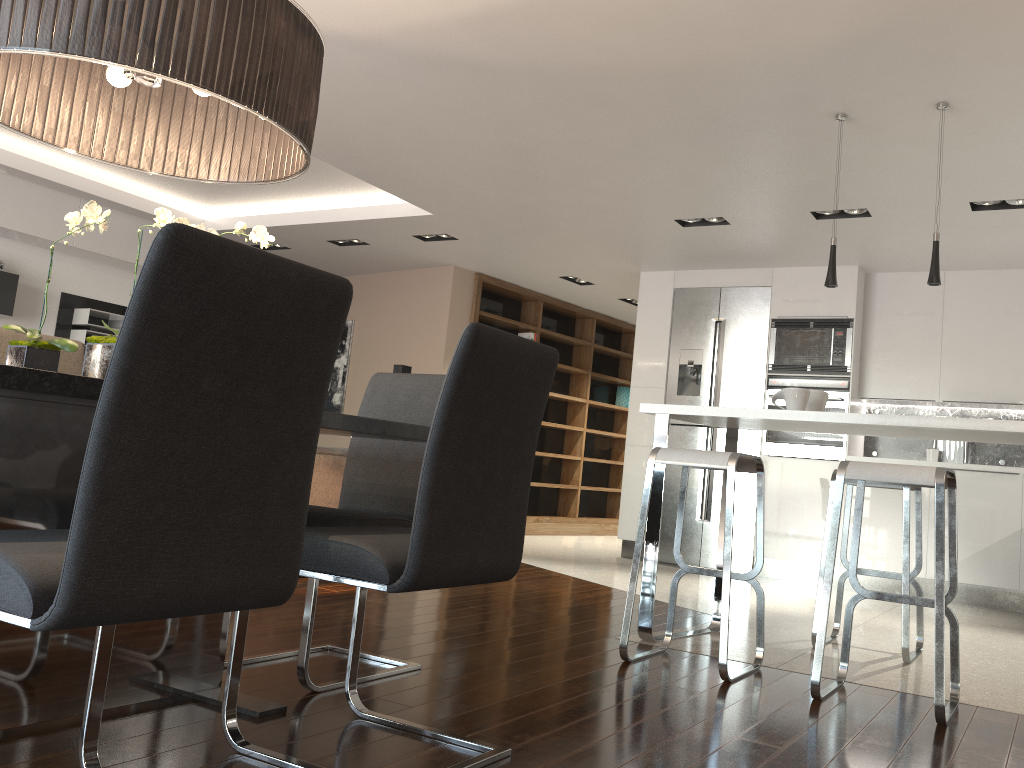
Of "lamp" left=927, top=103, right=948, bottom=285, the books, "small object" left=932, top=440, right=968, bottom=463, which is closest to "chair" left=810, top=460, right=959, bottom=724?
"lamp" left=927, top=103, right=948, bottom=285

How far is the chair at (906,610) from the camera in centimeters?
362cm

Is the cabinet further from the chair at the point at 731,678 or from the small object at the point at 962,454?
the small object at the point at 962,454

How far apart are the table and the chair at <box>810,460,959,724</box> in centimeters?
139cm

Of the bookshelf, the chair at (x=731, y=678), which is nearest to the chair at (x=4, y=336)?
the chair at (x=731, y=678)

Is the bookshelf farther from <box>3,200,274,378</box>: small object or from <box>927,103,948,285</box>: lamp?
<box>3,200,274,378</box>: small object

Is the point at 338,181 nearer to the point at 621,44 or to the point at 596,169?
the point at 596,169

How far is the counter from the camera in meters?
3.1 m

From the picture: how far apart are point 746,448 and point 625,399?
3.50m

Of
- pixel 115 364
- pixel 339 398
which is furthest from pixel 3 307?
pixel 115 364
